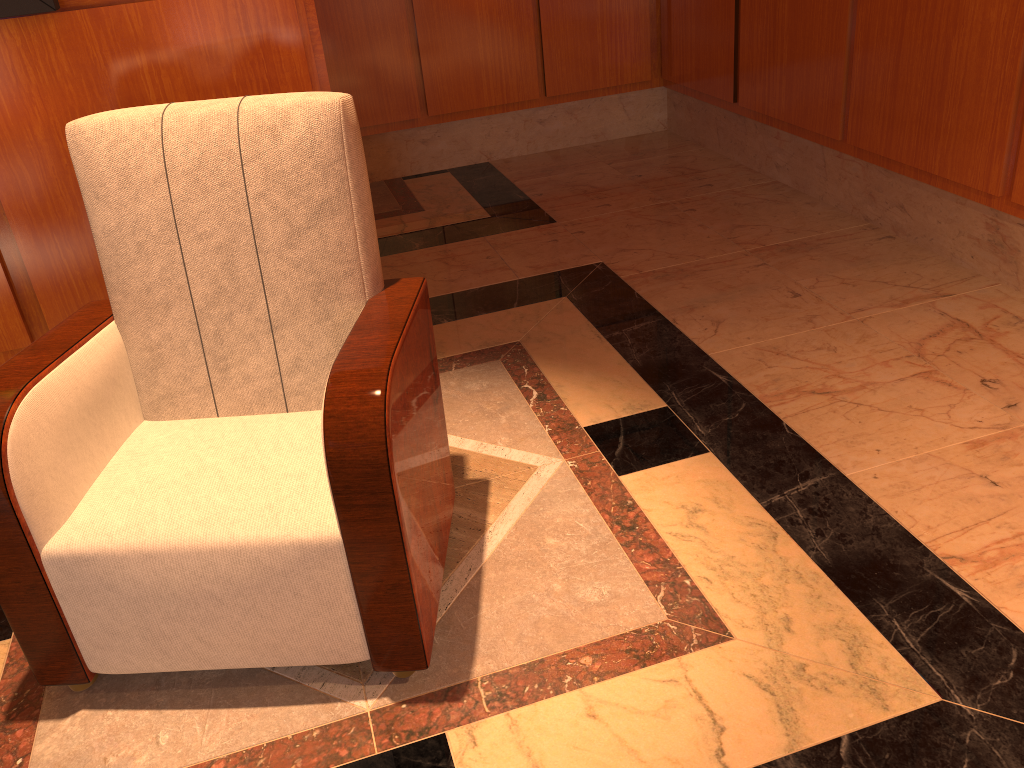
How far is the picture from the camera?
1.8m

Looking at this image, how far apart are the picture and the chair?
0.4m

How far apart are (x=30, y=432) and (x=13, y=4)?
1.0m

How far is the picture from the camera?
1.82m

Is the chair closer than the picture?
Yes

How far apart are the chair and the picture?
0.39m

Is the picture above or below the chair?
above

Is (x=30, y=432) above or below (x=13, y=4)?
below

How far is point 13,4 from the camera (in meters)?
1.82

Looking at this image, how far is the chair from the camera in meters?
1.5
